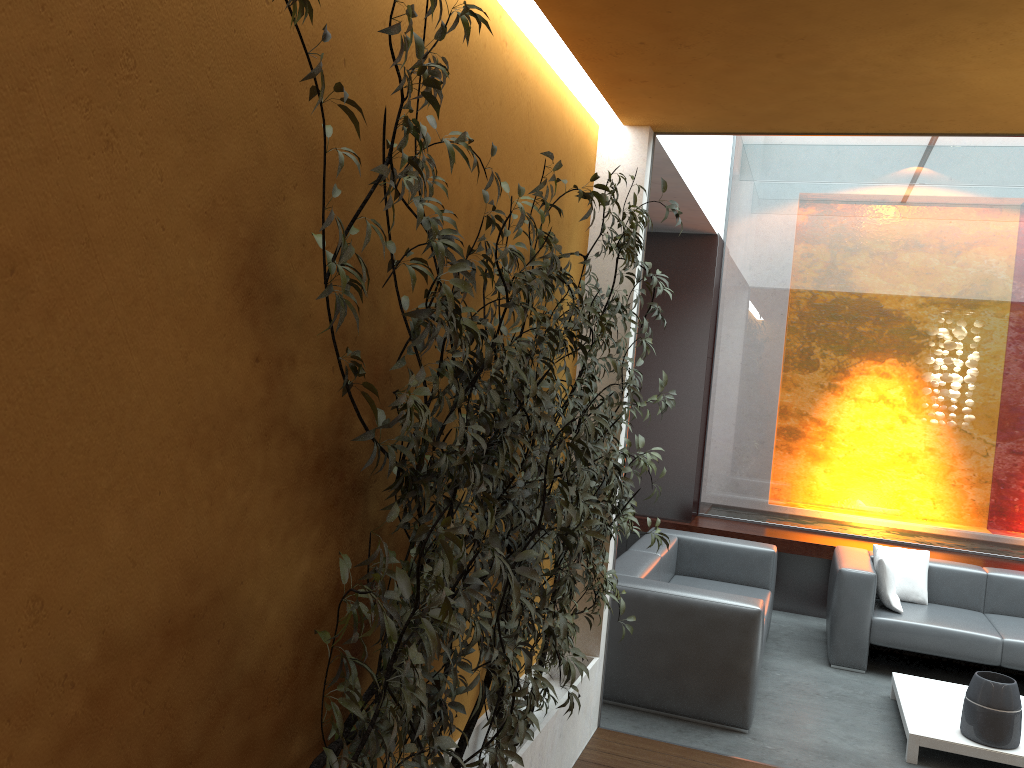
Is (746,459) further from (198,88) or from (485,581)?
(198,88)

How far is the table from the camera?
4.3m

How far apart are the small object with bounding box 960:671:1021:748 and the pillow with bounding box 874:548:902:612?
1.29m

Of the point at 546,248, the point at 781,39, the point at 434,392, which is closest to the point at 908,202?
the point at 781,39

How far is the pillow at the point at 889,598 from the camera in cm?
582

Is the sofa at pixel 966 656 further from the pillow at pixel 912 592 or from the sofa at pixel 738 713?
the sofa at pixel 738 713

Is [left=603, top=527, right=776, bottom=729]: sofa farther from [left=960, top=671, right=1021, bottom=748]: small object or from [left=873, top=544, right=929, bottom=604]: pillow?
[left=960, top=671, right=1021, bottom=748]: small object

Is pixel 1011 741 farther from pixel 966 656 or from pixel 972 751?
pixel 966 656

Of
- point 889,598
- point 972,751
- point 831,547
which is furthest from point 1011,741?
point 831,547

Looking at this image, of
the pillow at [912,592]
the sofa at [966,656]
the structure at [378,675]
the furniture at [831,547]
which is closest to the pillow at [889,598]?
the sofa at [966,656]
